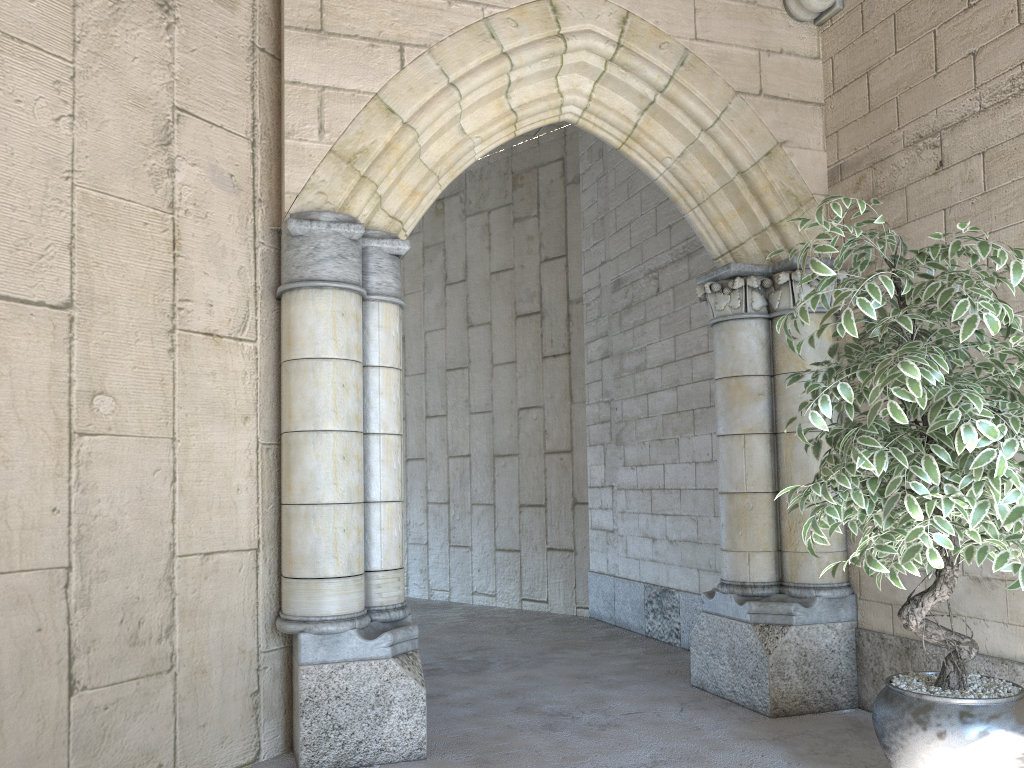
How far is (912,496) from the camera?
2.02m

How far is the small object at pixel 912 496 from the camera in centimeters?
202cm

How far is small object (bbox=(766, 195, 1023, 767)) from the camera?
2.0 meters
